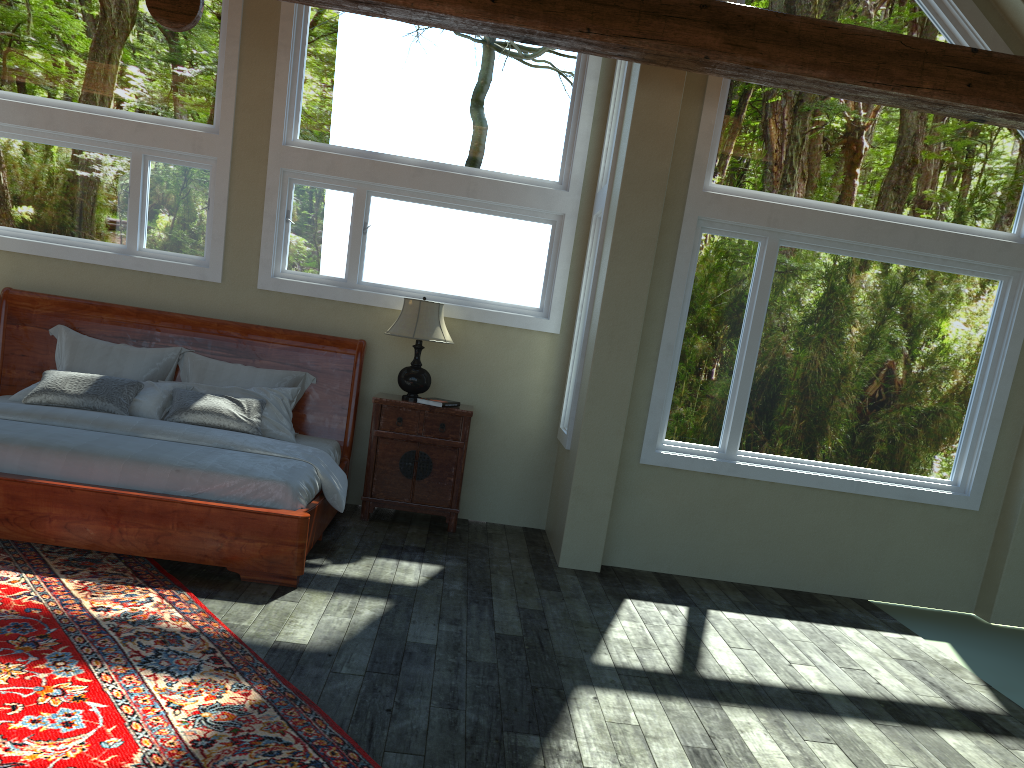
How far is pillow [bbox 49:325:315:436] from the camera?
6.3m

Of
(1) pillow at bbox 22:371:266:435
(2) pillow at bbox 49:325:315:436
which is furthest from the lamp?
(1) pillow at bbox 22:371:266:435

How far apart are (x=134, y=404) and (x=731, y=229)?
4.2m

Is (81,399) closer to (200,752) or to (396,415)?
(396,415)

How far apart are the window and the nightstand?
0.7 meters

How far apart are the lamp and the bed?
0.4 meters

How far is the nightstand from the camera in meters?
6.4

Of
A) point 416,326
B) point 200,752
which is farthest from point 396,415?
point 200,752

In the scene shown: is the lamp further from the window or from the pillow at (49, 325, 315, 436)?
the pillow at (49, 325, 315, 436)

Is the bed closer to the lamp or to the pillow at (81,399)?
the pillow at (81,399)
